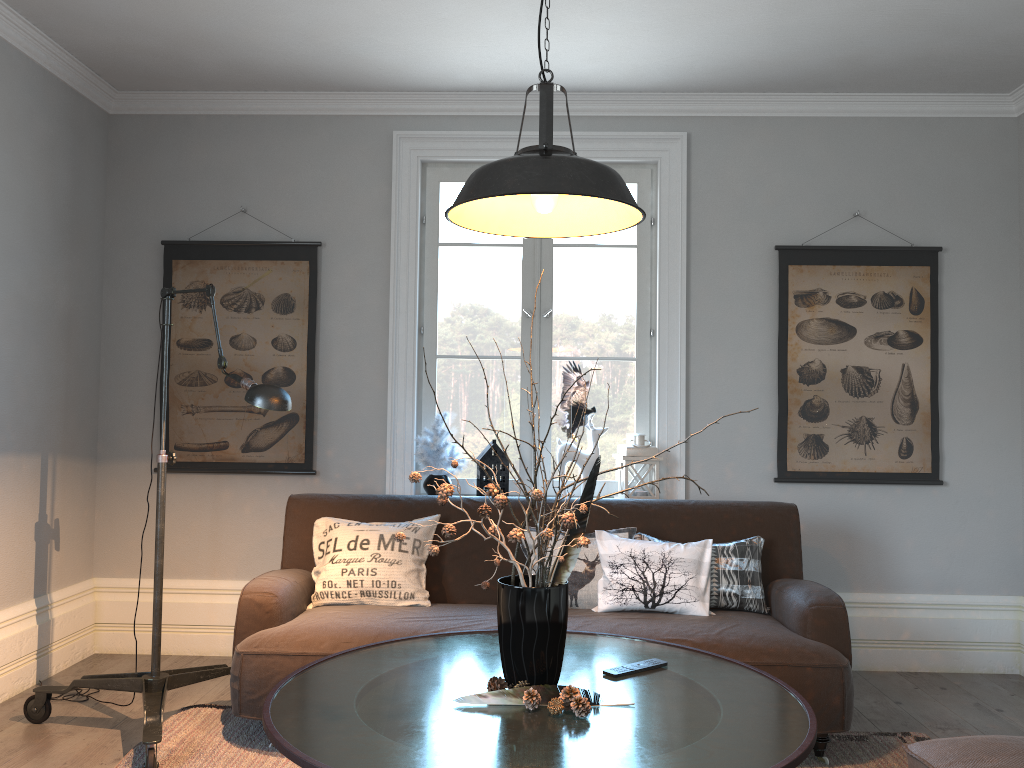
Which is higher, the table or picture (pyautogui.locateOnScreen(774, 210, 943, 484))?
picture (pyautogui.locateOnScreen(774, 210, 943, 484))

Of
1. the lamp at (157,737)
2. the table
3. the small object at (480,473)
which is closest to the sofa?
the lamp at (157,737)

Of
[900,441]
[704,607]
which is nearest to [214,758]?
[704,607]

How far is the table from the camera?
1.8 meters

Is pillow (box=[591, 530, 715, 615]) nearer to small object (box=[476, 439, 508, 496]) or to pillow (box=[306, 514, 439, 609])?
pillow (box=[306, 514, 439, 609])

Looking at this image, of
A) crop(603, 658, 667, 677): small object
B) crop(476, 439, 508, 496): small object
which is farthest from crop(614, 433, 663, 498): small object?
crop(603, 658, 667, 677): small object

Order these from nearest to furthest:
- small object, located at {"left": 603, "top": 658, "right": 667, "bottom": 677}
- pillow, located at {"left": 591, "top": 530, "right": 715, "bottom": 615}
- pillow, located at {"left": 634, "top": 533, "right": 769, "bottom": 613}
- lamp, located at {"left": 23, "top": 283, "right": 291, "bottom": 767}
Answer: small object, located at {"left": 603, "top": 658, "right": 667, "bottom": 677}
lamp, located at {"left": 23, "top": 283, "right": 291, "bottom": 767}
pillow, located at {"left": 591, "top": 530, "right": 715, "bottom": 615}
pillow, located at {"left": 634, "top": 533, "right": 769, "bottom": 613}

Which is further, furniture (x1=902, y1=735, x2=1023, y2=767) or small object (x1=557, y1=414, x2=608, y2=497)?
small object (x1=557, y1=414, x2=608, y2=497)

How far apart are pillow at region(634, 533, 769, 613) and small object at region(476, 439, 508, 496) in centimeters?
81cm

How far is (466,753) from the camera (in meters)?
1.78
